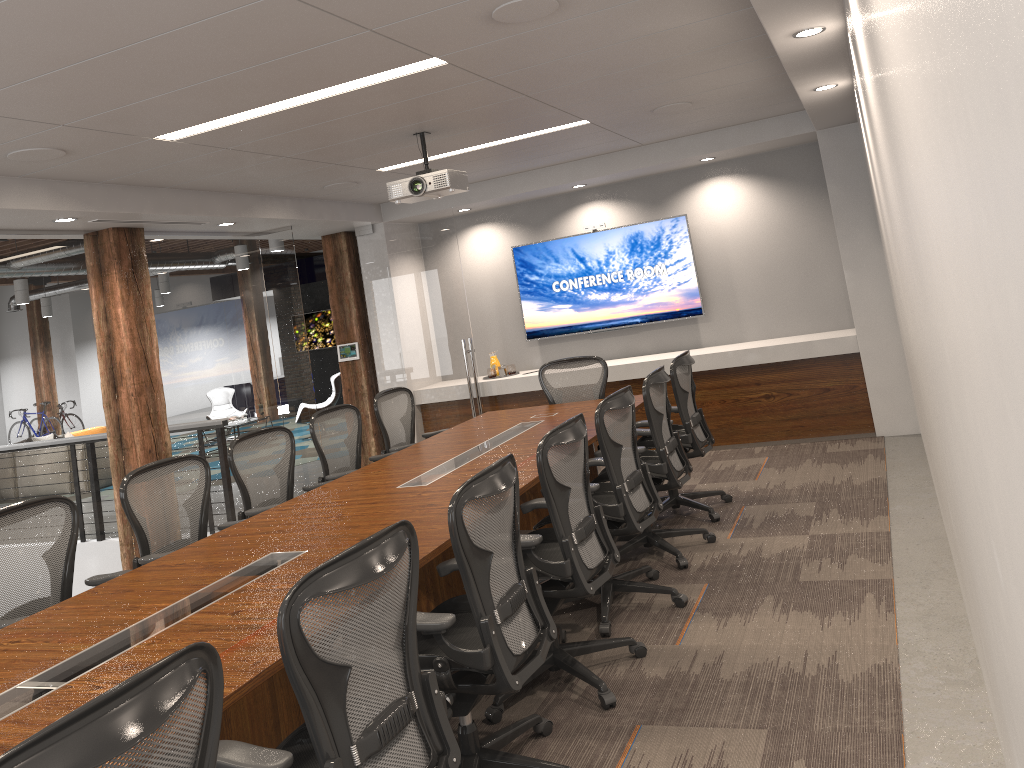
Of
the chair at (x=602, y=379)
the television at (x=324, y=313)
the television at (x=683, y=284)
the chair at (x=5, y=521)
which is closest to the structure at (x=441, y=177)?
the chair at (x=602, y=379)

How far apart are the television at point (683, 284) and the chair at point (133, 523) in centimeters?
483cm

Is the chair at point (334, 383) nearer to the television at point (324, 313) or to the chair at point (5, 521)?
the television at point (324, 313)

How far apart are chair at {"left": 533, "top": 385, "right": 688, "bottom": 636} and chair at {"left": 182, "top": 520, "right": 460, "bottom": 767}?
1.9 meters

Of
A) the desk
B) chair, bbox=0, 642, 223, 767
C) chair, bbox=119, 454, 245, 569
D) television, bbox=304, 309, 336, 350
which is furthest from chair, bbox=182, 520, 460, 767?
television, bbox=304, 309, 336, 350

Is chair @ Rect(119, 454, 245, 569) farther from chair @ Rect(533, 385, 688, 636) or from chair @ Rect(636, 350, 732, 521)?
chair @ Rect(636, 350, 732, 521)

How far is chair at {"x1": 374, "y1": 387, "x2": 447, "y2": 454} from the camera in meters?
6.7

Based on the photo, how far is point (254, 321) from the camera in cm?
807

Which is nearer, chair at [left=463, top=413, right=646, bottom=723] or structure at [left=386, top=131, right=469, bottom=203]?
chair at [left=463, top=413, right=646, bottom=723]

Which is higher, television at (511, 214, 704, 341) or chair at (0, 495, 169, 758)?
television at (511, 214, 704, 341)
